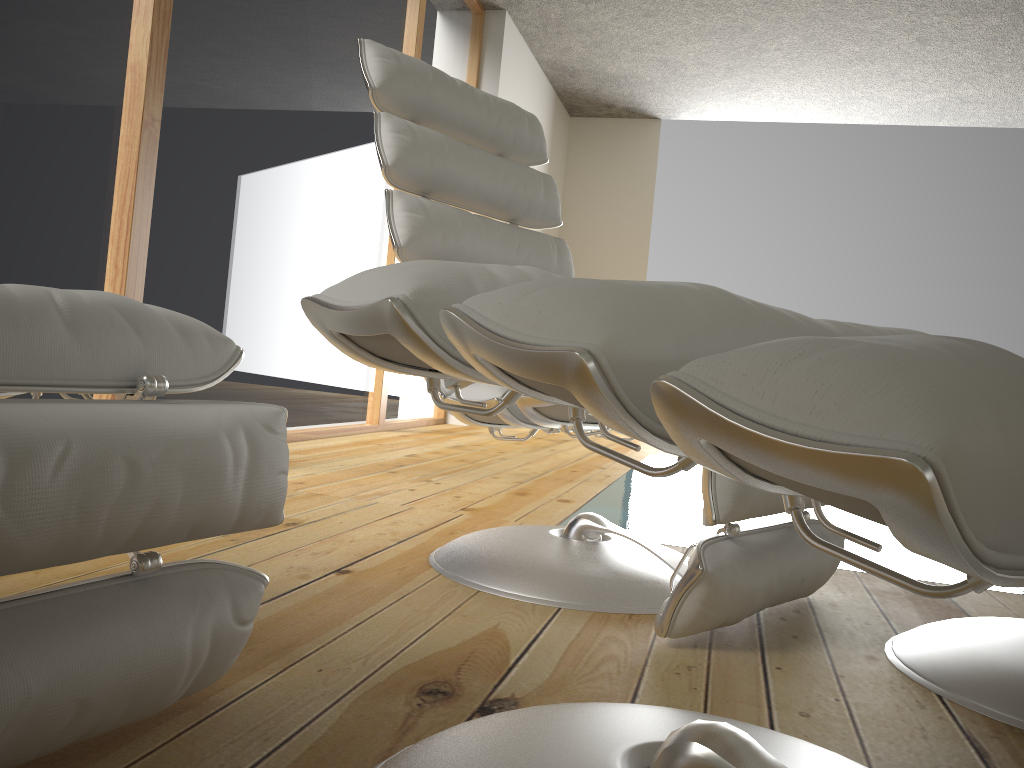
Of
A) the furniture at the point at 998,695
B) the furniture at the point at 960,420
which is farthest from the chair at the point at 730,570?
the furniture at the point at 960,420

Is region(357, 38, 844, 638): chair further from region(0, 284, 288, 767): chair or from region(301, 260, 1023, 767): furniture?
region(0, 284, 288, 767): chair

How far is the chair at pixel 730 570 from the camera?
1.24m

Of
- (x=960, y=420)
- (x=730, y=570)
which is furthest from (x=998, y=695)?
(x=960, y=420)

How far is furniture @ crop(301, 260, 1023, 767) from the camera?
0.3m

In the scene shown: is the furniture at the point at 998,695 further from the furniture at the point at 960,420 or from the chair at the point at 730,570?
the furniture at the point at 960,420

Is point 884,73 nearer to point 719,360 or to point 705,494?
point 705,494

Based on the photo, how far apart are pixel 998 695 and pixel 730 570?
0.4m

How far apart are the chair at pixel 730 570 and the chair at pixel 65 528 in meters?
0.6

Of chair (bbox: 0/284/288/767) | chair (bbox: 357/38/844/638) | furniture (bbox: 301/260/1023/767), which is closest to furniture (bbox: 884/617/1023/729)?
chair (bbox: 357/38/844/638)
